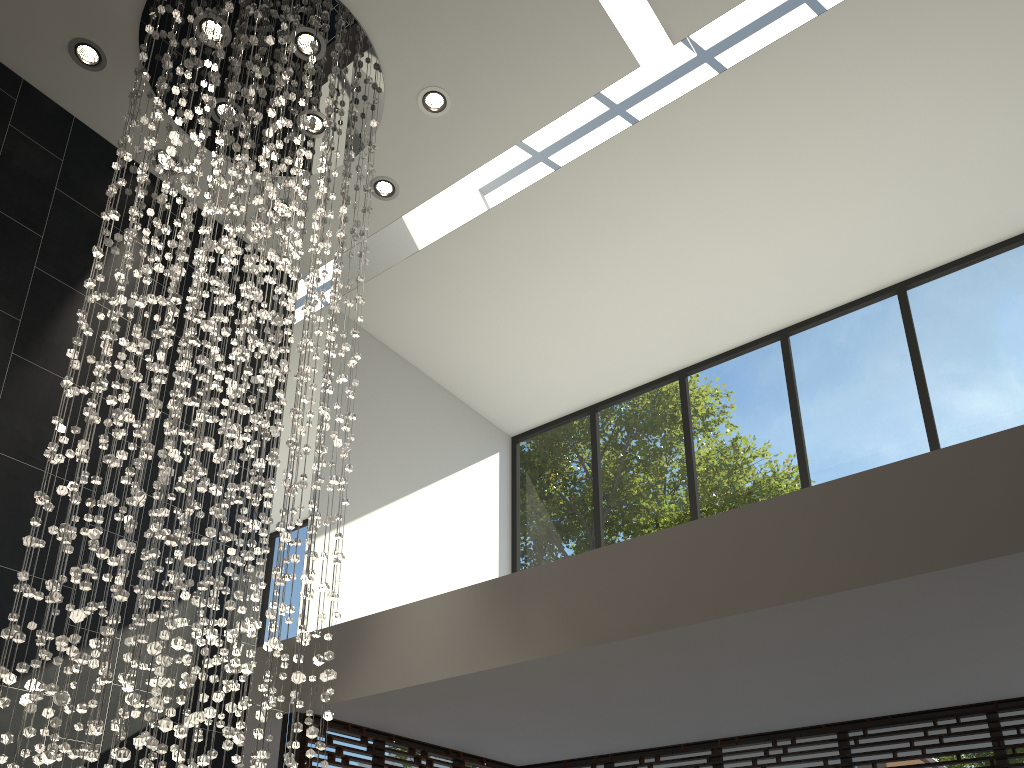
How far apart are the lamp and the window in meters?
1.2 m

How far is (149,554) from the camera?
3.20m

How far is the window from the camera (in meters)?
5.19

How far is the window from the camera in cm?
519

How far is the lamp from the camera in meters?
3.2 m

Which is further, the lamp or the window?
the window

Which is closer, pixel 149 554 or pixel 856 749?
pixel 149 554

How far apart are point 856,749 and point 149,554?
4.2 meters

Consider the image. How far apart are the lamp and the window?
1.2 meters
